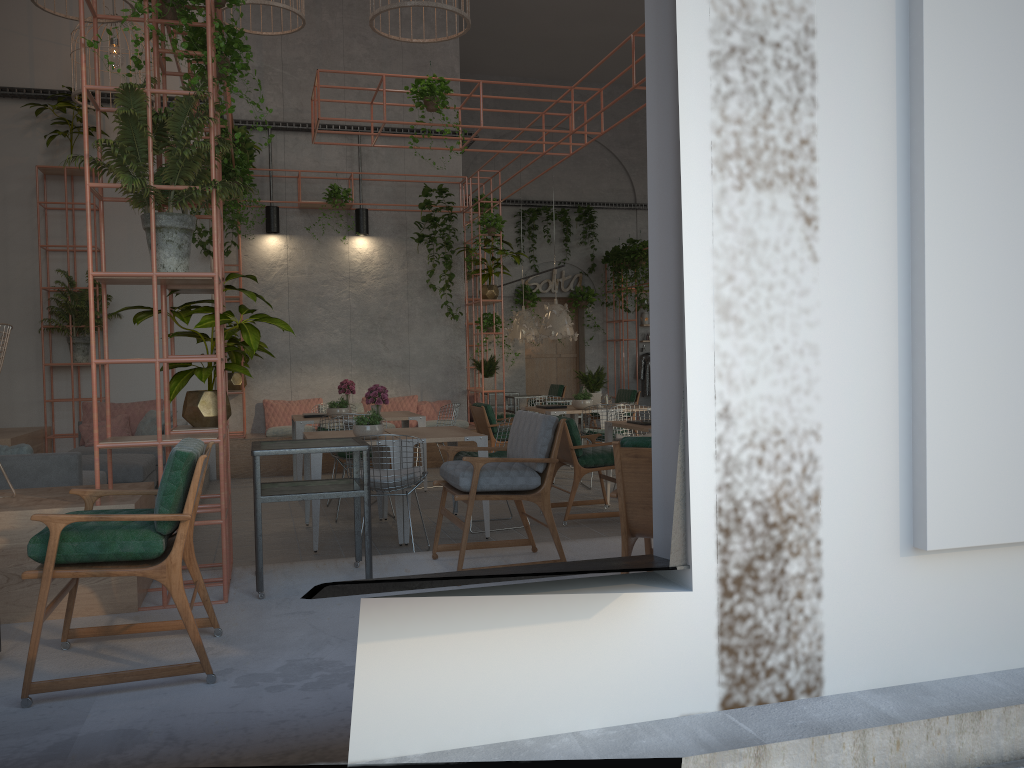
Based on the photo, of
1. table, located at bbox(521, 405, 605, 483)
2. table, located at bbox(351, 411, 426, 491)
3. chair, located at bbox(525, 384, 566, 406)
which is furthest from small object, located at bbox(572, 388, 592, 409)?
chair, located at bbox(525, 384, 566, 406)

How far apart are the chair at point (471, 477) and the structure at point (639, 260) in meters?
12.1

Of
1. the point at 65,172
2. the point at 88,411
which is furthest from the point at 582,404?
the point at 65,172

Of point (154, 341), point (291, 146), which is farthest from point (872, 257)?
point (291, 146)

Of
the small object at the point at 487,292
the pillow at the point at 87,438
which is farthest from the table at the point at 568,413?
the pillow at the point at 87,438

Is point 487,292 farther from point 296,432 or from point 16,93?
point 16,93

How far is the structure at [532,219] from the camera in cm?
1819

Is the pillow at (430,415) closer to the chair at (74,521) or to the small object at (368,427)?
the small object at (368,427)

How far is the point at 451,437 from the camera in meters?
7.0 m

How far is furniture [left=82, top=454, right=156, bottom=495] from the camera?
7.6 meters
